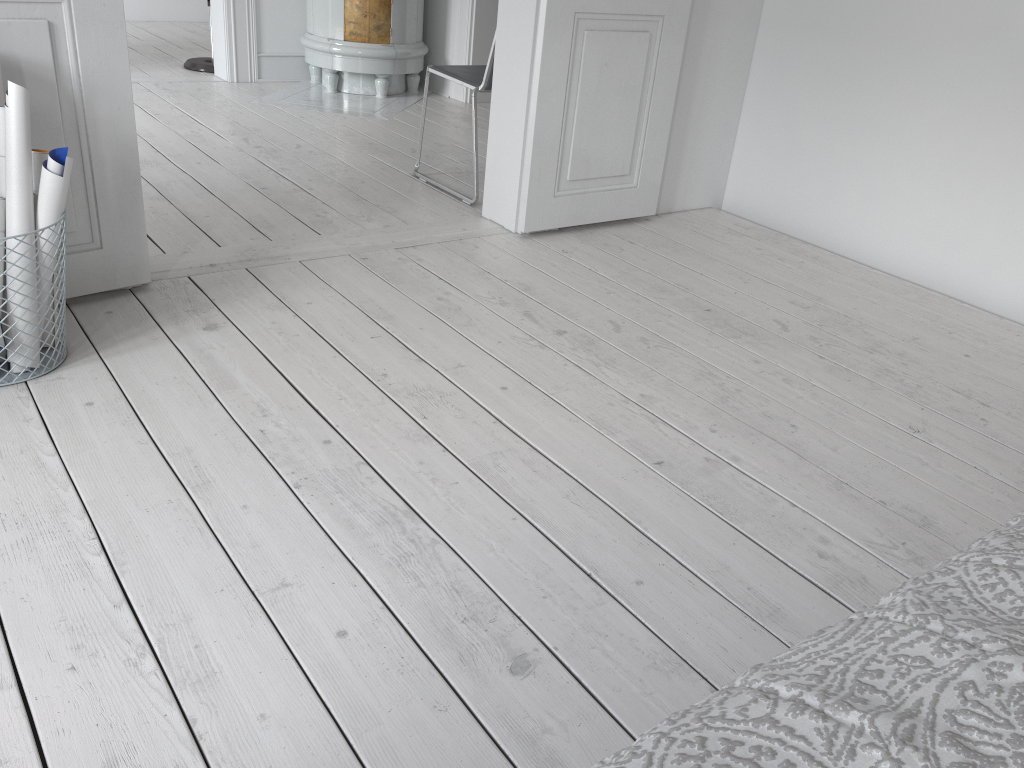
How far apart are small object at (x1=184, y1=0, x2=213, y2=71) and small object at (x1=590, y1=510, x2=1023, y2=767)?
5.7 meters

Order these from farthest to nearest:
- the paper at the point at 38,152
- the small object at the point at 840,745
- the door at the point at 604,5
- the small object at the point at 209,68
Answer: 1. the small object at the point at 209,68
2. the door at the point at 604,5
3. the paper at the point at 38,152
4. the small object at the point at 840,745

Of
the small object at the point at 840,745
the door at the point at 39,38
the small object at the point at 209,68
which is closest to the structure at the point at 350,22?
the small object at the point at 209,68

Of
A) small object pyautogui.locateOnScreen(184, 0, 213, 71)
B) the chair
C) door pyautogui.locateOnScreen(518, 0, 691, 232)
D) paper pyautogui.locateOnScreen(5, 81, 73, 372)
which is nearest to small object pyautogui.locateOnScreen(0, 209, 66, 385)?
paper pyautogui.locateOnScreen(5, 81, 73, 372)

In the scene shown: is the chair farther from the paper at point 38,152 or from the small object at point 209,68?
the small object at point 209,68

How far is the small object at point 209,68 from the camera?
5.6m

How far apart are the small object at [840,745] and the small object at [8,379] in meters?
1.8 m

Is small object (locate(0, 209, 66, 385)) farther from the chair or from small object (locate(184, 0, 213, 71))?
small object (locate(184, 0, 213, 71))

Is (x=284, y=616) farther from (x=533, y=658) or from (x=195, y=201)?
(x=195, y=201)

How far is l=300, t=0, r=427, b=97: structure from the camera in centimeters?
514cm
